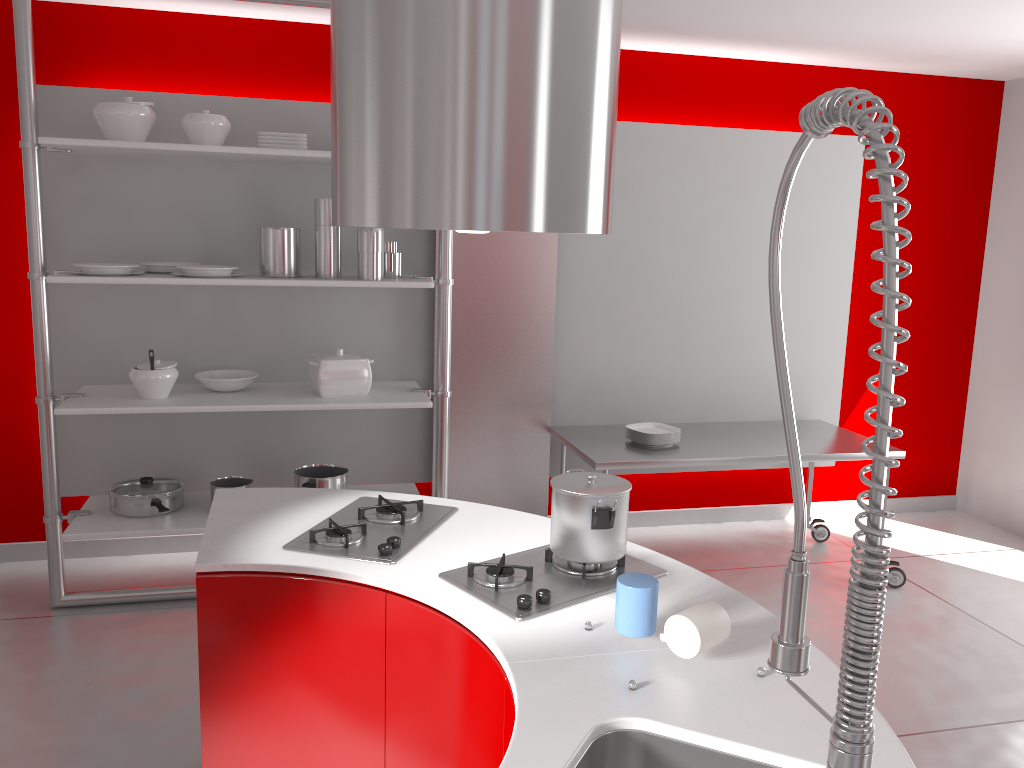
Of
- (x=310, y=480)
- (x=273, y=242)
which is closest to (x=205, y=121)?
(x=273, y=242)

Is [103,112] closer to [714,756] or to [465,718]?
[465,718]

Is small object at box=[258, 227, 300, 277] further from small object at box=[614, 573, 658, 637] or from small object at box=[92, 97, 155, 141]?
small object at box=[614, 573, 658, 637]

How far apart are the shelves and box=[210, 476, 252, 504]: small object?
0.10m

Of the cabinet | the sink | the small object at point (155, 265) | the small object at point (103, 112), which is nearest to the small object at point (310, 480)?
the small object at point (155, 265)

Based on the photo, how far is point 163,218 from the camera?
3.9m

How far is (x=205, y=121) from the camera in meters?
3.5 m

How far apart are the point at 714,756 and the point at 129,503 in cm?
303

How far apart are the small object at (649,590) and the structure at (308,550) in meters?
0.6 m

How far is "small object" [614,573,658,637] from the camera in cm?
167
